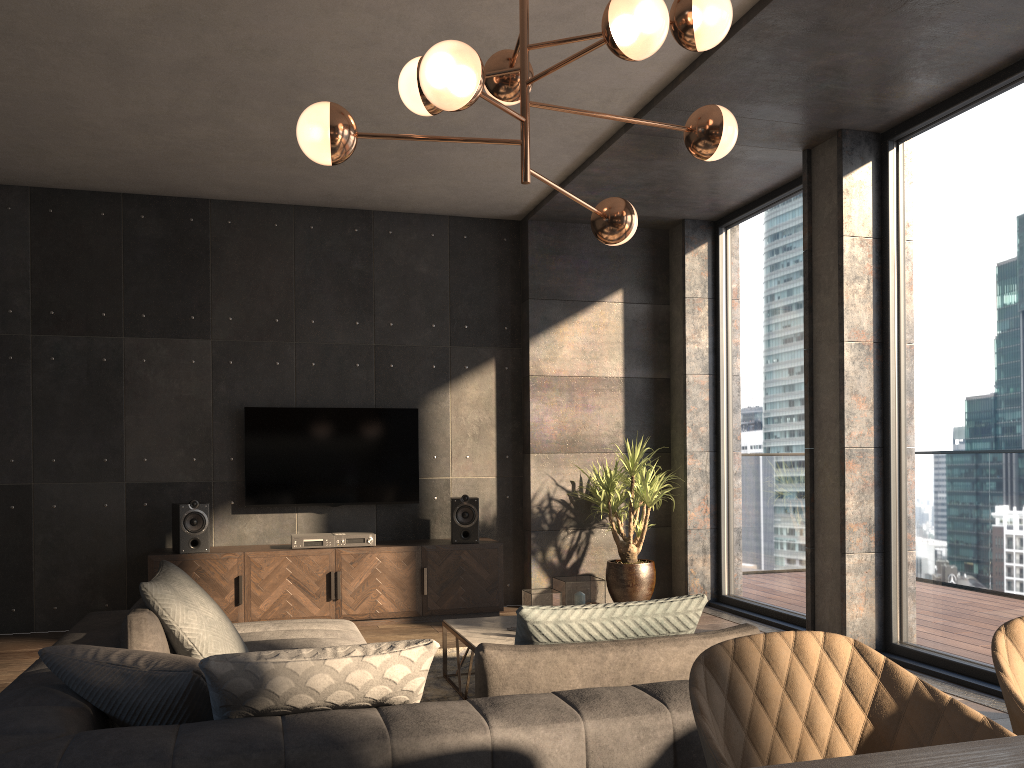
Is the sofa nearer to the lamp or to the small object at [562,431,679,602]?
the lamp

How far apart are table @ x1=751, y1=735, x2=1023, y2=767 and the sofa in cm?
88

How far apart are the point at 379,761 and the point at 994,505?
3.69m

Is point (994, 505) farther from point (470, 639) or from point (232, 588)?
point (232, 588)

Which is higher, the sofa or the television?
the television

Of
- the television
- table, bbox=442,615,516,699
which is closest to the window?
table, bbox=442,615,516,699

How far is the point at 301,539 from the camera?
6.0 meters

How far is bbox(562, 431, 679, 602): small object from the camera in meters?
6.4

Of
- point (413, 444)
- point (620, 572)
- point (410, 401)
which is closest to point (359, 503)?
point (413, 444)

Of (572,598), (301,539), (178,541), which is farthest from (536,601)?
(178,541)
